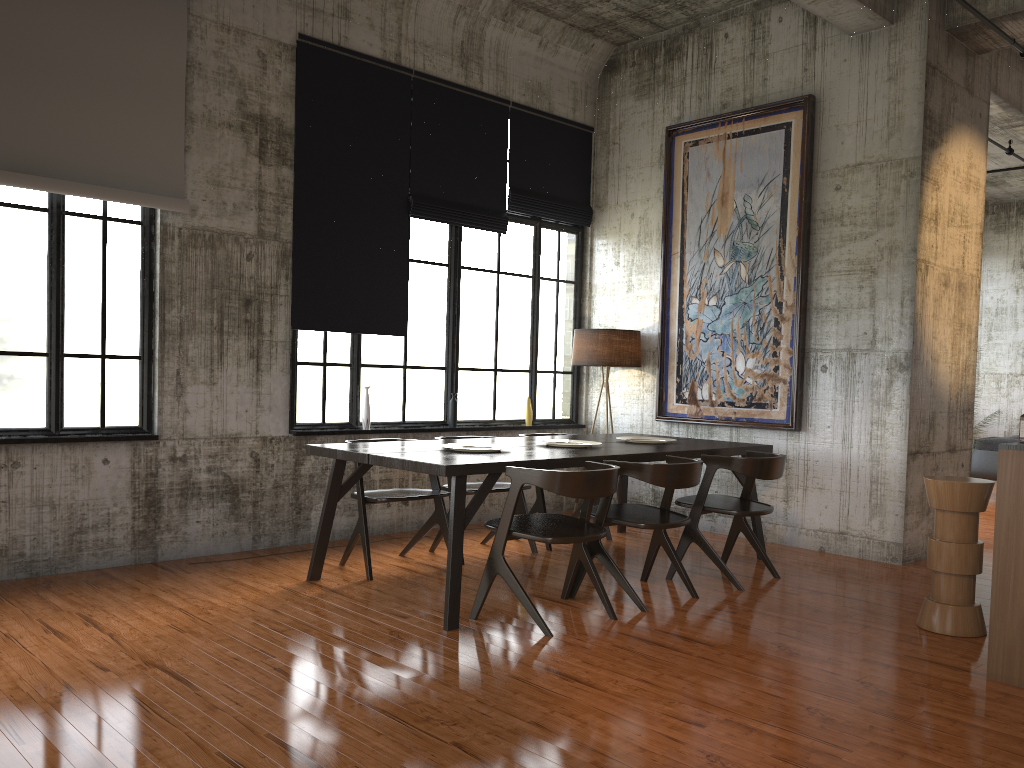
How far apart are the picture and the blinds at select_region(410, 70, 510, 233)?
1.70m

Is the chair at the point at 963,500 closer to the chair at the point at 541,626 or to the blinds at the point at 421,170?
the chair at the point at 541,626

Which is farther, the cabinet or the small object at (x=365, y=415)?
the small object at (x=365, y=415)

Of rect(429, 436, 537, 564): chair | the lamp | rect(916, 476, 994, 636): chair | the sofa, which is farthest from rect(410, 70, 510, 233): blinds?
the sofa

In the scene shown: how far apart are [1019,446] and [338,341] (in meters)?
5.54

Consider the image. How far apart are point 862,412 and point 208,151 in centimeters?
602cm

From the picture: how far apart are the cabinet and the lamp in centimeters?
481cm

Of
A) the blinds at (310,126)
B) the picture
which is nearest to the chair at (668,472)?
the picture

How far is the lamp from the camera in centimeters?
921cm

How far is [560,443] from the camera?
7.2m
